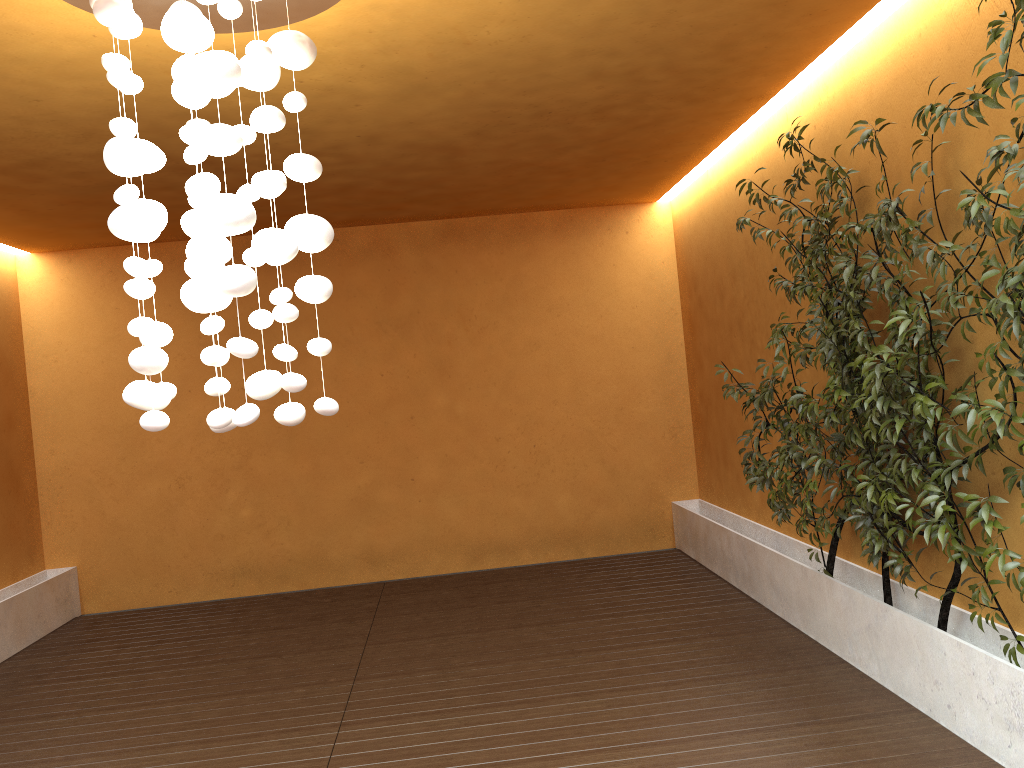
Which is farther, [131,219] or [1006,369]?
[1006,369]

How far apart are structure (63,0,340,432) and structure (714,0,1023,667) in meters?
1.9

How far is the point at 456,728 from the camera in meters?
4.0

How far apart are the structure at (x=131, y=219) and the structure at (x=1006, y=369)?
1.93m

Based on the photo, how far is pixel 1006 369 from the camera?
3.1 meters

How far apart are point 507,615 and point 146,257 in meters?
4.2

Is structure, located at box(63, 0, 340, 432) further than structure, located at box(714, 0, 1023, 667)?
No

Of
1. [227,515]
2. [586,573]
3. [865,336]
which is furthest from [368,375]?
[865,336]

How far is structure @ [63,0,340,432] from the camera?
2.5 meters

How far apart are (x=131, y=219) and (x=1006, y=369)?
2.9 meters
